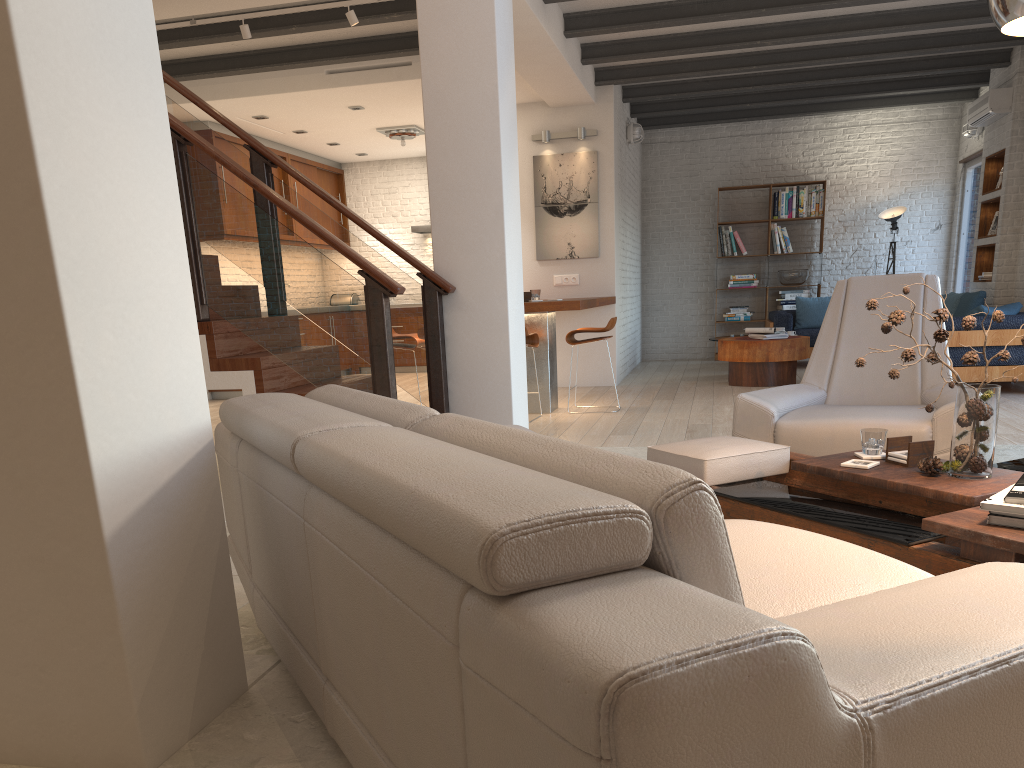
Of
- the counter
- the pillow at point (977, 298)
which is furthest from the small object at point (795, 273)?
the counter

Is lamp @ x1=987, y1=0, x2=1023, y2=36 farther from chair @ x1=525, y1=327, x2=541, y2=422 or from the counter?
chair @ x1=525, y1=327, x2=541, y2=422

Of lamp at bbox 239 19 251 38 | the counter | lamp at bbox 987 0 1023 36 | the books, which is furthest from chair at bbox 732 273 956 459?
lamp at bbox 239 19 251 38

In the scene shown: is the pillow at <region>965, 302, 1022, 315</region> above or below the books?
above

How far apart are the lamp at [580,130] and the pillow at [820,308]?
3.8m

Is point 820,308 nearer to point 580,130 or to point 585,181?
point 585,181

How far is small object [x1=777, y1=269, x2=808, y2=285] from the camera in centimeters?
1169cm

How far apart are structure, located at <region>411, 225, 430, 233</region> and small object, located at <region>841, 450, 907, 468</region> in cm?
961

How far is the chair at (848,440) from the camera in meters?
3.6

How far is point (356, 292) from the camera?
4.51m
